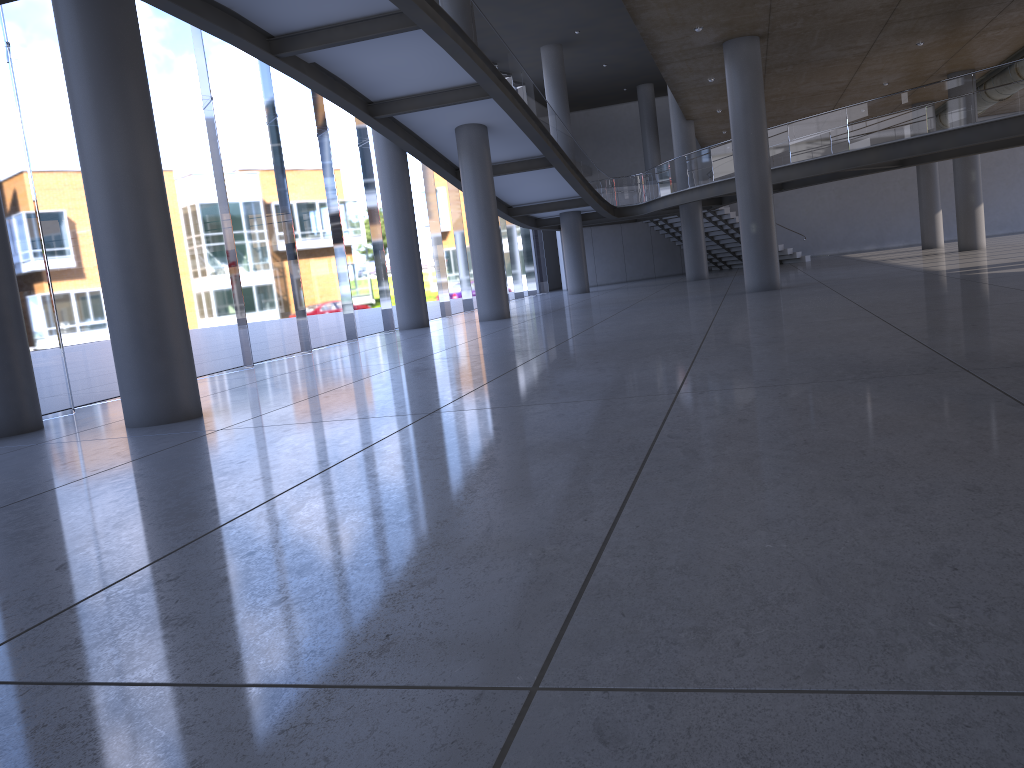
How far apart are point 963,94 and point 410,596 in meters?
19.6
